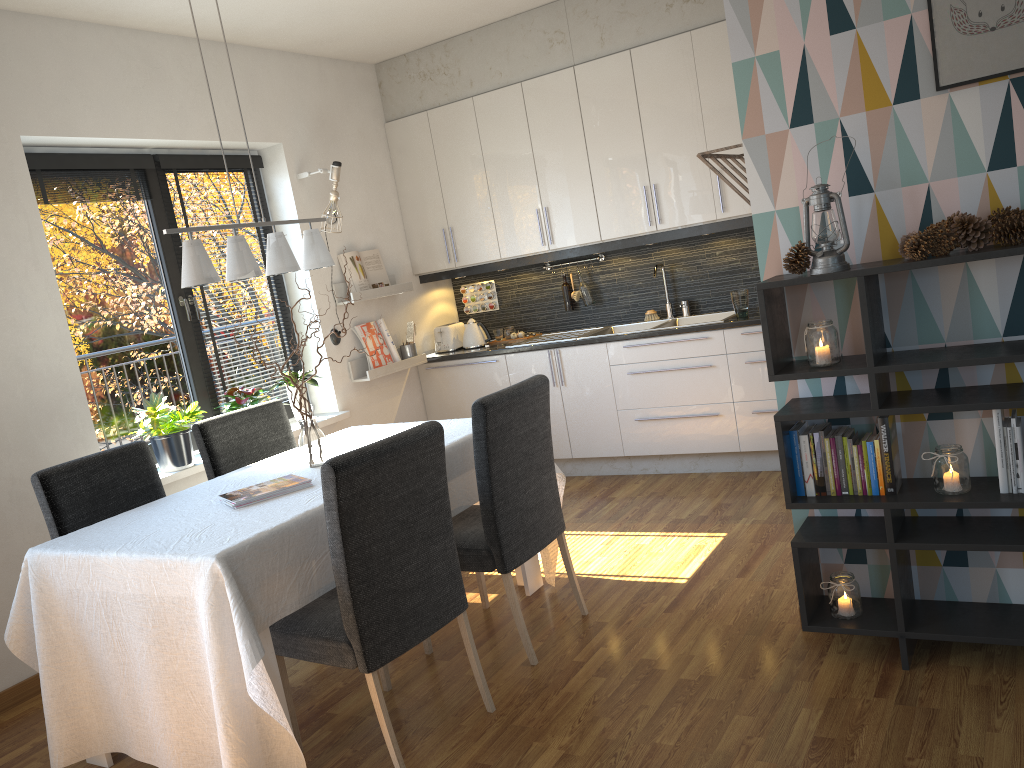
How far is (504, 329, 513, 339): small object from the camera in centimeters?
598cm

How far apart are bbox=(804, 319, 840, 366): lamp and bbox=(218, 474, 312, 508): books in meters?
1.7 m

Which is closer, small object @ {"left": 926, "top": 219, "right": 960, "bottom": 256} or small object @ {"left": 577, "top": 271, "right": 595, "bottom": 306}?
small object @ {"left": 926, "top": 219, "right": 960, "bottom": 256}

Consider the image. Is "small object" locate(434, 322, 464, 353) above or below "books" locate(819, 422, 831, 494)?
above

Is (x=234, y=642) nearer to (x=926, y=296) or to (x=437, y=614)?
(x=437, y=614)

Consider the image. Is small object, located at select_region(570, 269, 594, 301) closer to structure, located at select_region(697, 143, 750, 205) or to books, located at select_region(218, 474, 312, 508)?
structure, located at select_region(697, 143, 750, 205)

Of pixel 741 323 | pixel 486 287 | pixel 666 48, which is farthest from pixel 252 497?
pixel 486 287

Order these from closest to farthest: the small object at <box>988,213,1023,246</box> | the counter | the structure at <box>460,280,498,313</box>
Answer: the small object at <box>988,213,1023,246</box> < the counter < the structure at <box>460,280,498,313</box>

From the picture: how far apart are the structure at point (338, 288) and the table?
1.4 meters

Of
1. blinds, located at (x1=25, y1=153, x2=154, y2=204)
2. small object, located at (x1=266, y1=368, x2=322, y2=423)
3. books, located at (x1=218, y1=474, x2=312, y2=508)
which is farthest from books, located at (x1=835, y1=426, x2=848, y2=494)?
blinds, located at (x1=25, y1=153, x2=154, y2=204)
